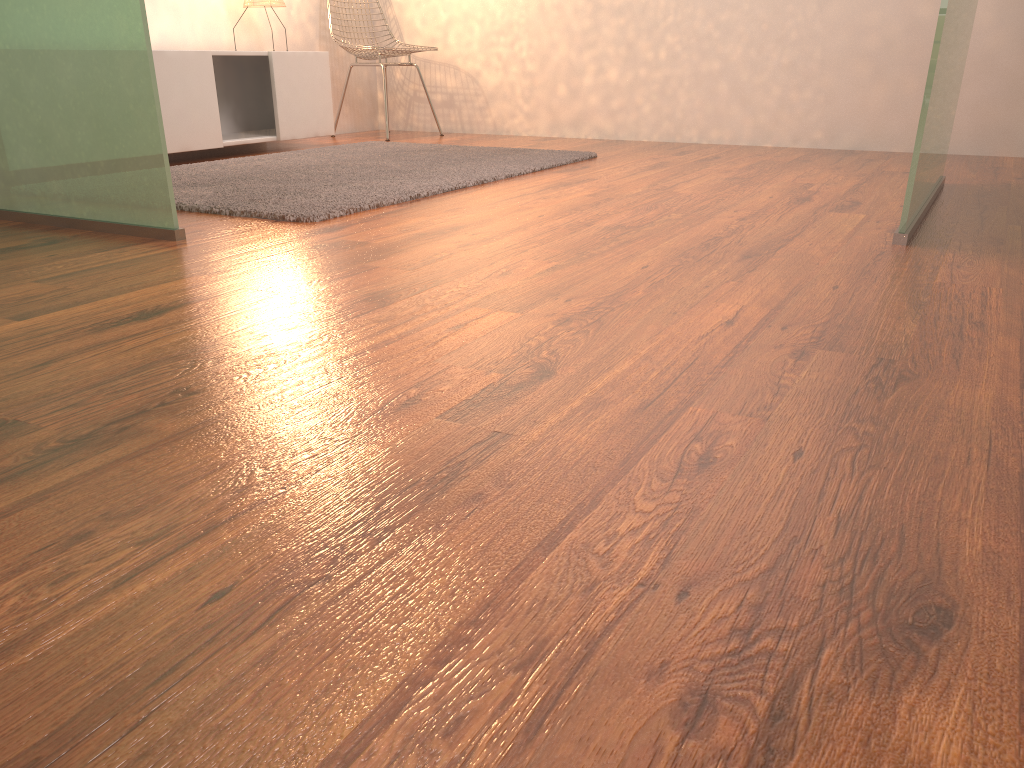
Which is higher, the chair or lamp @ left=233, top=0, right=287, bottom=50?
lamp @ left=233, top=0, right=287, bottom=50

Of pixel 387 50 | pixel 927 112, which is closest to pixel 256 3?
pixel 387 50

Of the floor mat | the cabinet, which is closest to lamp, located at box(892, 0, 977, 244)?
the floor mat

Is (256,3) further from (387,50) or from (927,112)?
(927,112)

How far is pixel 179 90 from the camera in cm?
377

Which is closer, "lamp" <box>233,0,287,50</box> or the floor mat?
the floor mat

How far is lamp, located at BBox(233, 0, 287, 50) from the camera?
4.35m

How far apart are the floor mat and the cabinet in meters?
0.2 m

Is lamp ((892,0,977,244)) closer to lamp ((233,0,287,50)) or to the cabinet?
the cabinet

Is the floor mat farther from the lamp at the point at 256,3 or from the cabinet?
the lamp at the point at 256,3
